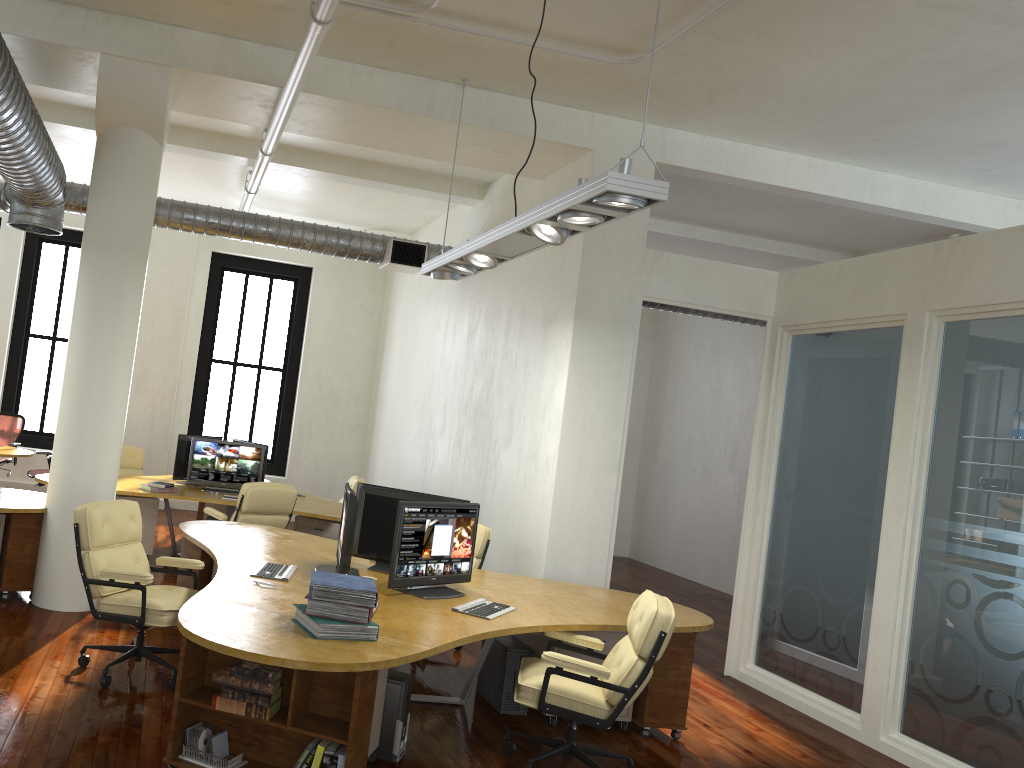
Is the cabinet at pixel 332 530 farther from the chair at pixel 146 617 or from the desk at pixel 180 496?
the chair at pixel 146 617

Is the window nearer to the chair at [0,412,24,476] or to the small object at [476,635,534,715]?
the chair at [0,412,24,476]

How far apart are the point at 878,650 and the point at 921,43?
3.9 meters

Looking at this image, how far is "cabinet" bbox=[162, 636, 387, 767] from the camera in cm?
382

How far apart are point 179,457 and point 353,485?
2.1m

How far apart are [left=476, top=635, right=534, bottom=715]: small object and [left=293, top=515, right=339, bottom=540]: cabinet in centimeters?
313cm

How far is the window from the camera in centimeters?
1383cm

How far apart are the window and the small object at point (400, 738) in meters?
9.3

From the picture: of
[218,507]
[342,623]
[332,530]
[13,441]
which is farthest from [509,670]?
[13,441]

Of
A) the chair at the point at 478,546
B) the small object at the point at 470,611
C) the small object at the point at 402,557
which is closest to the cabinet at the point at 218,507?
the chair at the point at 478,546
